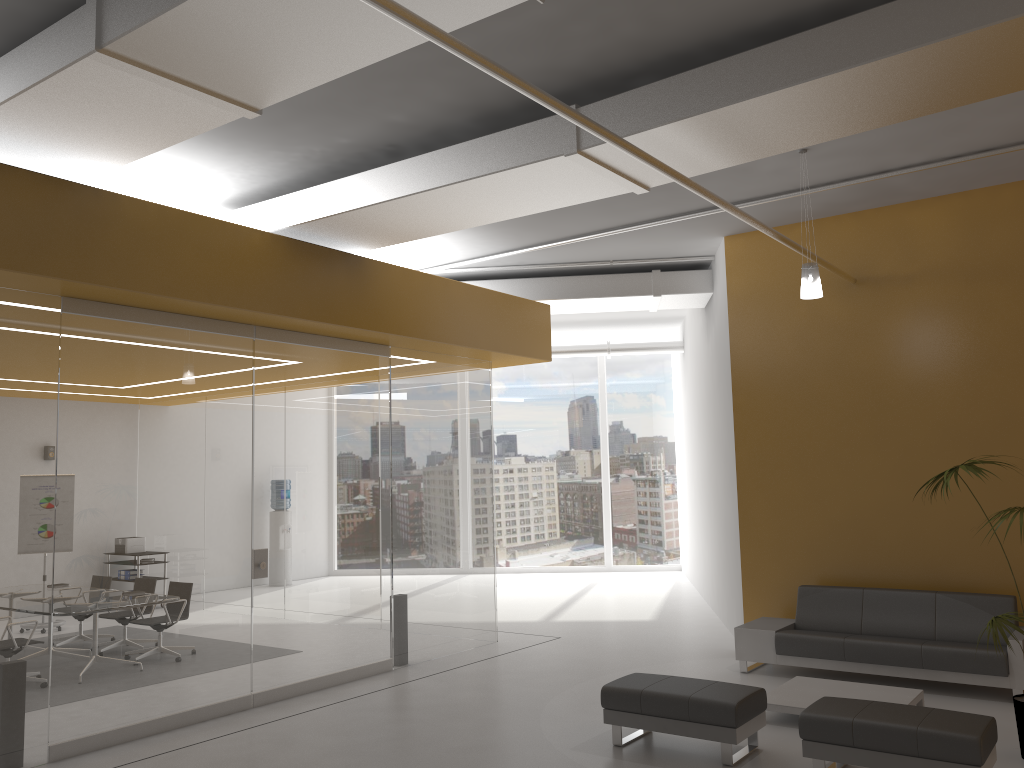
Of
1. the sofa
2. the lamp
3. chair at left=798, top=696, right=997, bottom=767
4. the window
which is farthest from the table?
the window

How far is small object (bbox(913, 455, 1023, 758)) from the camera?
5.70m

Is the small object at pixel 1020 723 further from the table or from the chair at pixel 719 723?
the chair at pixel 719 723

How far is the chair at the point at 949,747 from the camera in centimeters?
491cm

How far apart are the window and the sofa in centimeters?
869cm

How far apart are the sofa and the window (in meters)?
8.69

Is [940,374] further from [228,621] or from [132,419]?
[132,419]

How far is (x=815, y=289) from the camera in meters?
7.1

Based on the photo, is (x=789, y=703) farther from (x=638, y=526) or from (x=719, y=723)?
(x=638, y=526)

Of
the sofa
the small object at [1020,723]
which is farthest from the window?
the small object at [1020,723]
